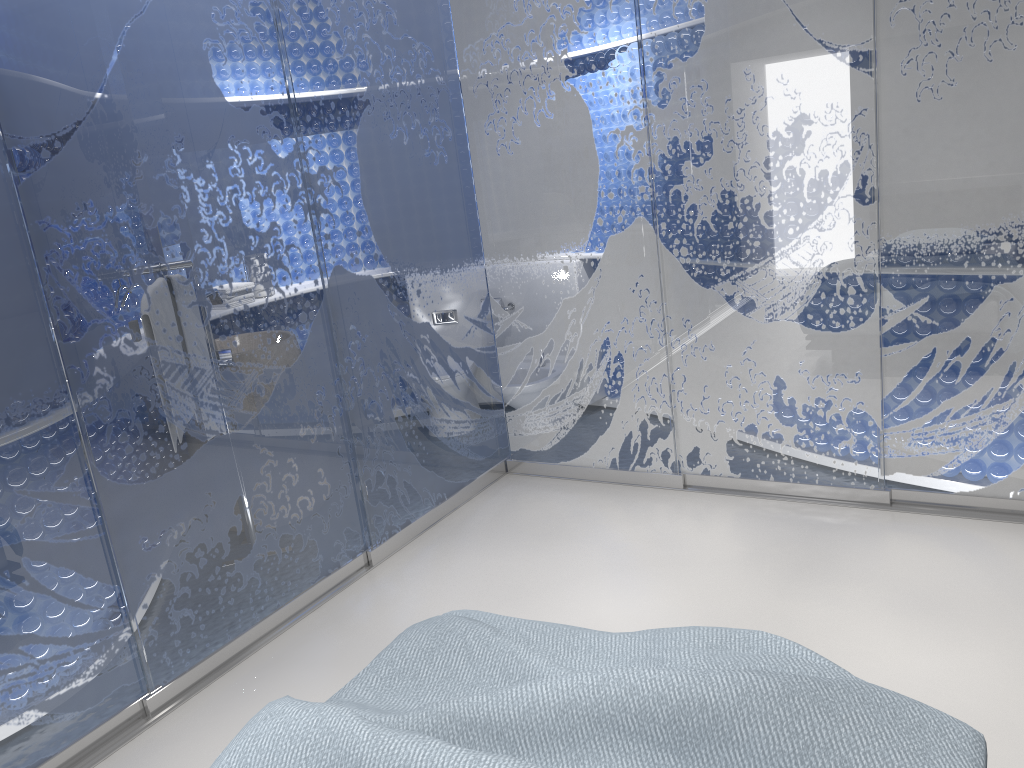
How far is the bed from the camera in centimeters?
152cm

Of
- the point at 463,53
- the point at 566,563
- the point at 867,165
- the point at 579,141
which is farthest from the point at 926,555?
the point at 463,53

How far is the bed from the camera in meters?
1.5 m

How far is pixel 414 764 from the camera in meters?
1.5 m
